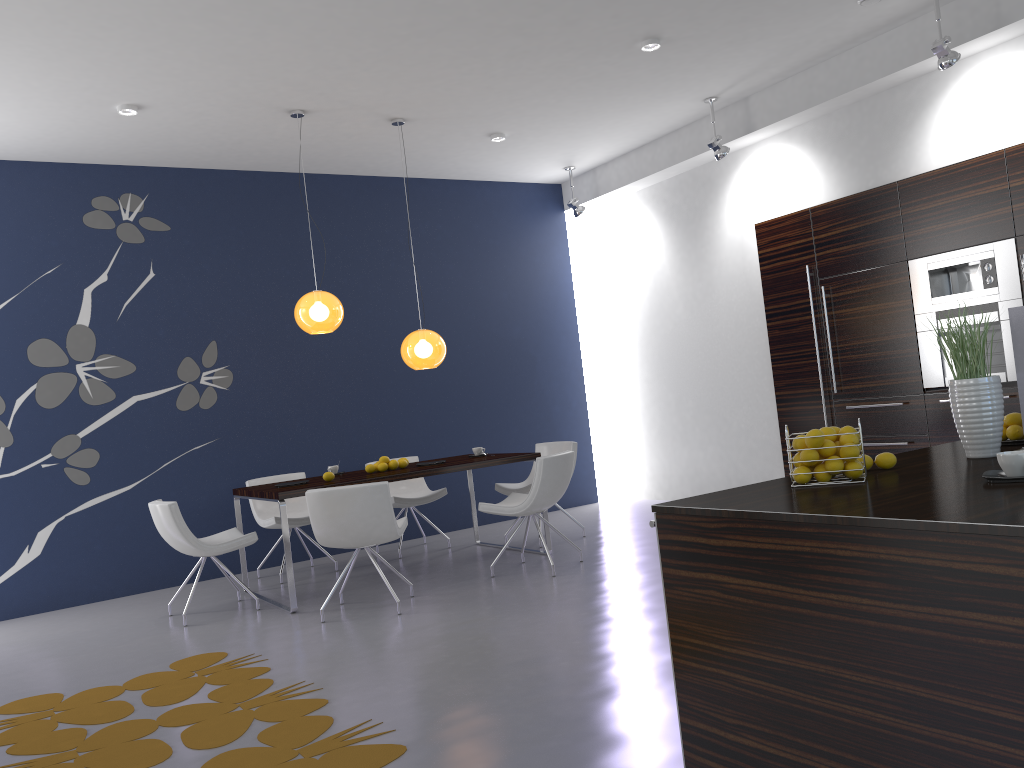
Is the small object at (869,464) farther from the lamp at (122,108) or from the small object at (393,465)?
the lamp at (122,108)

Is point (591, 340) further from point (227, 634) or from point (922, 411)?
point (227, 634)

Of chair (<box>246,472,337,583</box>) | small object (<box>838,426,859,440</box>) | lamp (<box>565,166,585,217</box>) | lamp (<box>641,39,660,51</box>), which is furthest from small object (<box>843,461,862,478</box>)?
lamp (<box>565,166,585,217</box>)

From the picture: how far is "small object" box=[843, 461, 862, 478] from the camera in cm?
249

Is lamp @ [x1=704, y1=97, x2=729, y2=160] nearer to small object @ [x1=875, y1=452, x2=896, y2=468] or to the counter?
the counter

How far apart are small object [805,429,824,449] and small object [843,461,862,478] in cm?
10

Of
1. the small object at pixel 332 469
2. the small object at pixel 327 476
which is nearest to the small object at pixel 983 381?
the small object at pixel 327 476

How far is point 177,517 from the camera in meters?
5.7

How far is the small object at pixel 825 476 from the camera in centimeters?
253cm

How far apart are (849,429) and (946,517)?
0.79m
